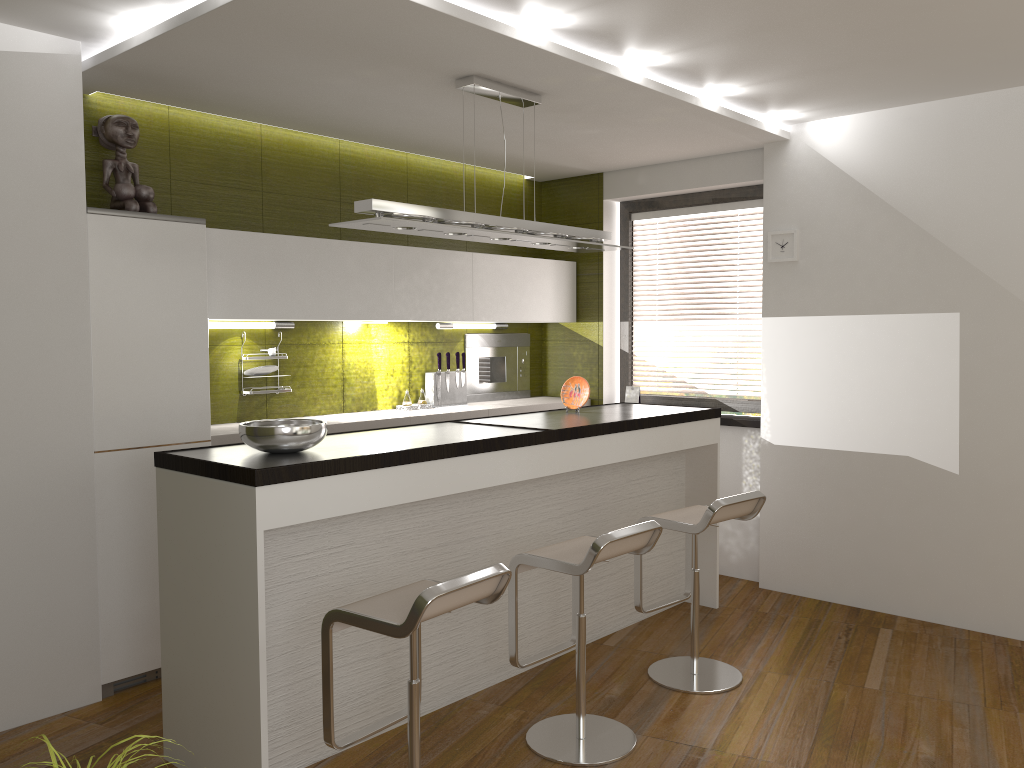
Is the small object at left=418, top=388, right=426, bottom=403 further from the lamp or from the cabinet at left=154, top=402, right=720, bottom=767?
the lamp

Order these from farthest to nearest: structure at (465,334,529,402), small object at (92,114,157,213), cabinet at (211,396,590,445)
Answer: structure at (465,334,529,402) → cabinet at (211,396,590,445) → small object at (92,114,157,213)

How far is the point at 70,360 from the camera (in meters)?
3.63

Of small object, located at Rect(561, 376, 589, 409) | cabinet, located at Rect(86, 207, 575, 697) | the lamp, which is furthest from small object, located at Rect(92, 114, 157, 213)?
small object, located at Rect(561, 376, 589, 409)

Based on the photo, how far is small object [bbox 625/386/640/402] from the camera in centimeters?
608cm

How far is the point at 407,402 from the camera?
5.4 meters

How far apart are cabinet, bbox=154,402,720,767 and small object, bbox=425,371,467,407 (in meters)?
1.11

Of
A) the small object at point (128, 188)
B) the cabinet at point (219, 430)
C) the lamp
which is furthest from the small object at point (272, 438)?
the small object at point (128, 188)

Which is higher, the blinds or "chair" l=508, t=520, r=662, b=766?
the blinds

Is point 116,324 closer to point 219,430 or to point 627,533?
point 219,430
